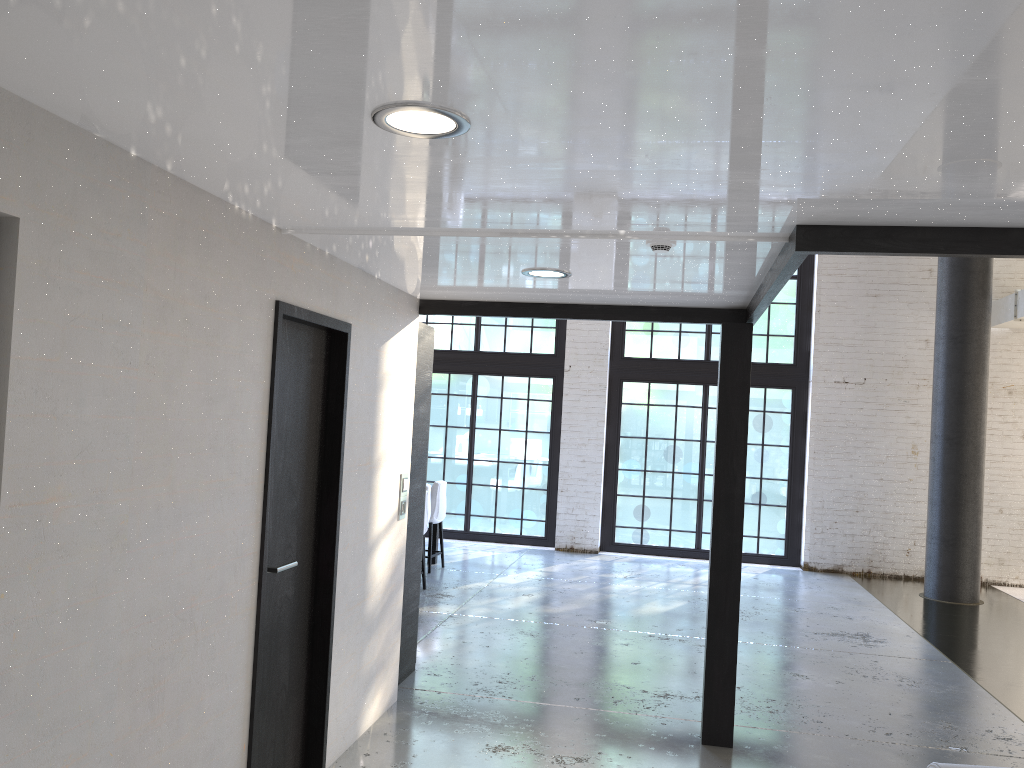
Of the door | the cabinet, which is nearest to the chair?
the cabinet

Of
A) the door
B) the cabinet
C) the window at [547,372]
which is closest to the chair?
the window at [547,372]

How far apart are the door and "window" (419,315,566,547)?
7.7 meters

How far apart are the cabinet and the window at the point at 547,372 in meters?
6.0

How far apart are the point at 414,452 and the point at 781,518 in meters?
7.0

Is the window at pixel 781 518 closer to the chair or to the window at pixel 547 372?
the window at pixel 547 372

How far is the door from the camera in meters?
3.4 m

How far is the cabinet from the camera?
5.4 meters

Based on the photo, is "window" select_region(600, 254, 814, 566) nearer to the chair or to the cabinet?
the chair

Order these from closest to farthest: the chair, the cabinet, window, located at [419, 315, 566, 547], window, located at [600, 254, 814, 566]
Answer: the cabinet
the chair
window, located at [600, 254, 814, 566]
window, located at [419, 315, 566, 547]
